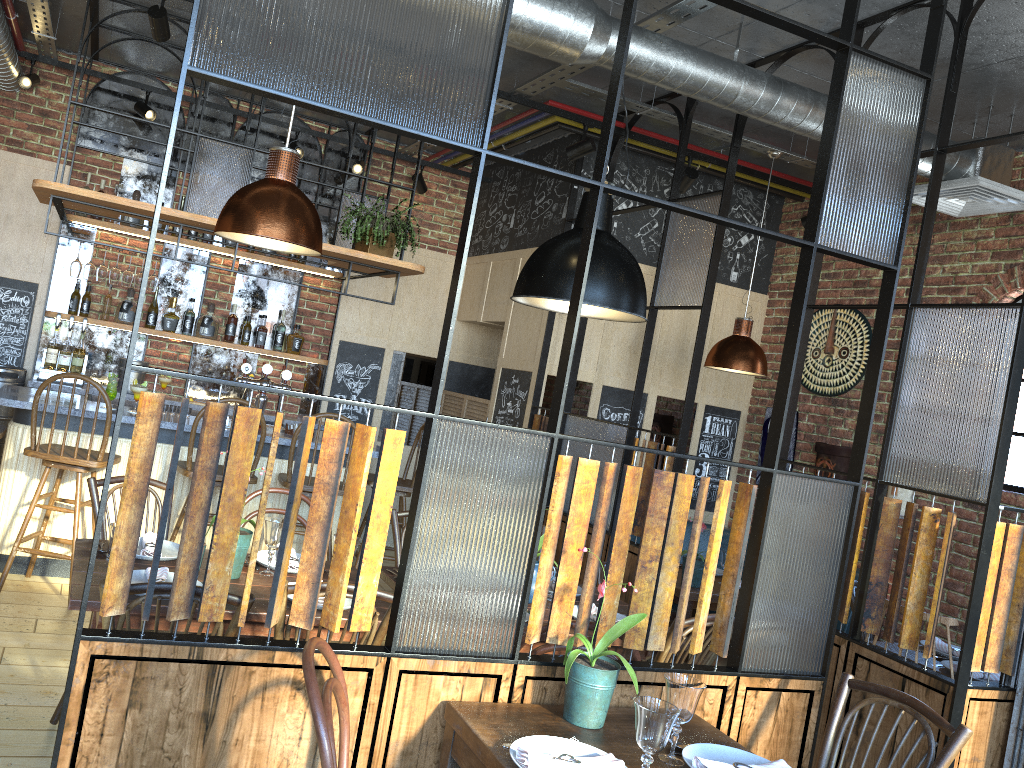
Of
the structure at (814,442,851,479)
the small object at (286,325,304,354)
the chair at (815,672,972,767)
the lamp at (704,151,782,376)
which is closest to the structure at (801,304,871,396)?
the structure at (814,442,851,479)

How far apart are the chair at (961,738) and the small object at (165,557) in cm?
210

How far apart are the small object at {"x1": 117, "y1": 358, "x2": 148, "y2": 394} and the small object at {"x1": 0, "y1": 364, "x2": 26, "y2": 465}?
0.6m

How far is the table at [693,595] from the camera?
4.91m

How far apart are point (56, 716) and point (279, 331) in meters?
3.9

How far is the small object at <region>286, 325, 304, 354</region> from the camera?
6.7m

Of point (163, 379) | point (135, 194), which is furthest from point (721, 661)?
point (135, 194)

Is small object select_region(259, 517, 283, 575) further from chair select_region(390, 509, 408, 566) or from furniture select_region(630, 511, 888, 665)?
furniture select_region(630, 511, 888, 665)

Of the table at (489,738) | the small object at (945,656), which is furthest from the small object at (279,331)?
the table at (489,738)

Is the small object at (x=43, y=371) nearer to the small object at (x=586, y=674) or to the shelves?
the shelves
